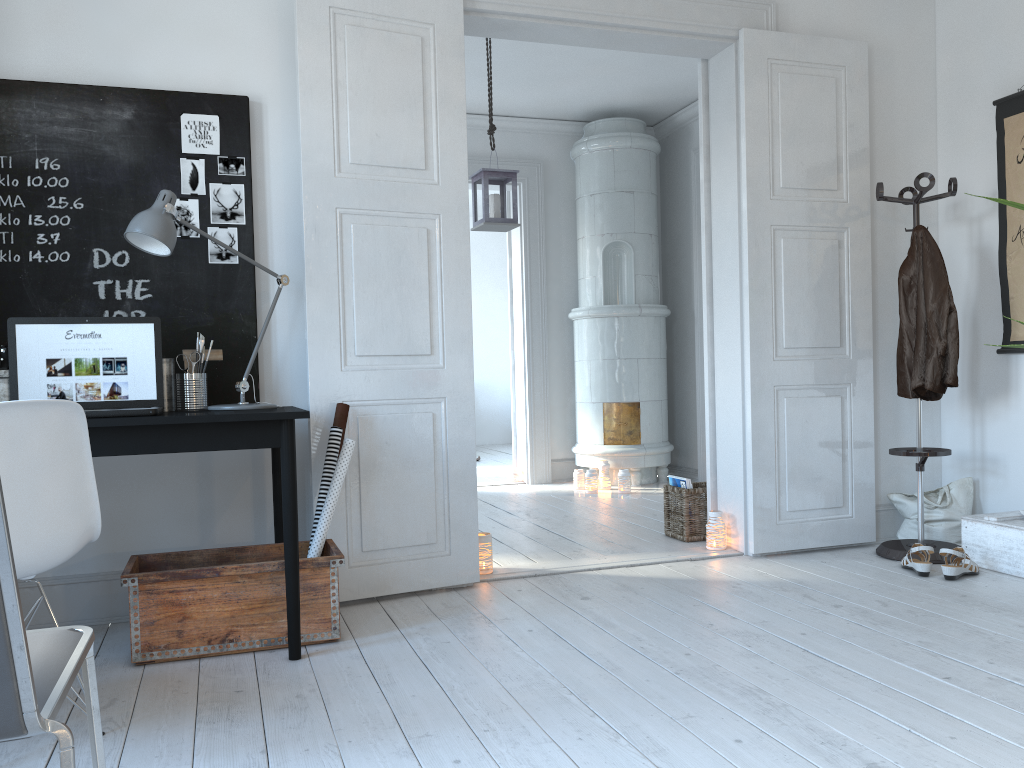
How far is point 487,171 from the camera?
5.1 meters

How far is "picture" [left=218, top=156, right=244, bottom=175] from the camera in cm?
326

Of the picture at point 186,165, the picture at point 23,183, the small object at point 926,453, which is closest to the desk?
the picture at point 23,183

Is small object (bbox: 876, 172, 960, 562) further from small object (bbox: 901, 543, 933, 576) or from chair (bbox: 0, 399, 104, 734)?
chair (bbox: 0, 399, 104, 734)

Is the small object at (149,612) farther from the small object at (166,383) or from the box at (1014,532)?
the box at (1014,532)

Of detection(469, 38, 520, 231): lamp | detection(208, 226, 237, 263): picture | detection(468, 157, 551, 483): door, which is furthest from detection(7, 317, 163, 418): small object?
detection(468, 157, 551, 483): door

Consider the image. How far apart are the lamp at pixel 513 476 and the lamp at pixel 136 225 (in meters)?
3.96

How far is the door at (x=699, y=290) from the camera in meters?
6.6

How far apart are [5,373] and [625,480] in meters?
4.2 m

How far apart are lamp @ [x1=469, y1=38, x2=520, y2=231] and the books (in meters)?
1.71
